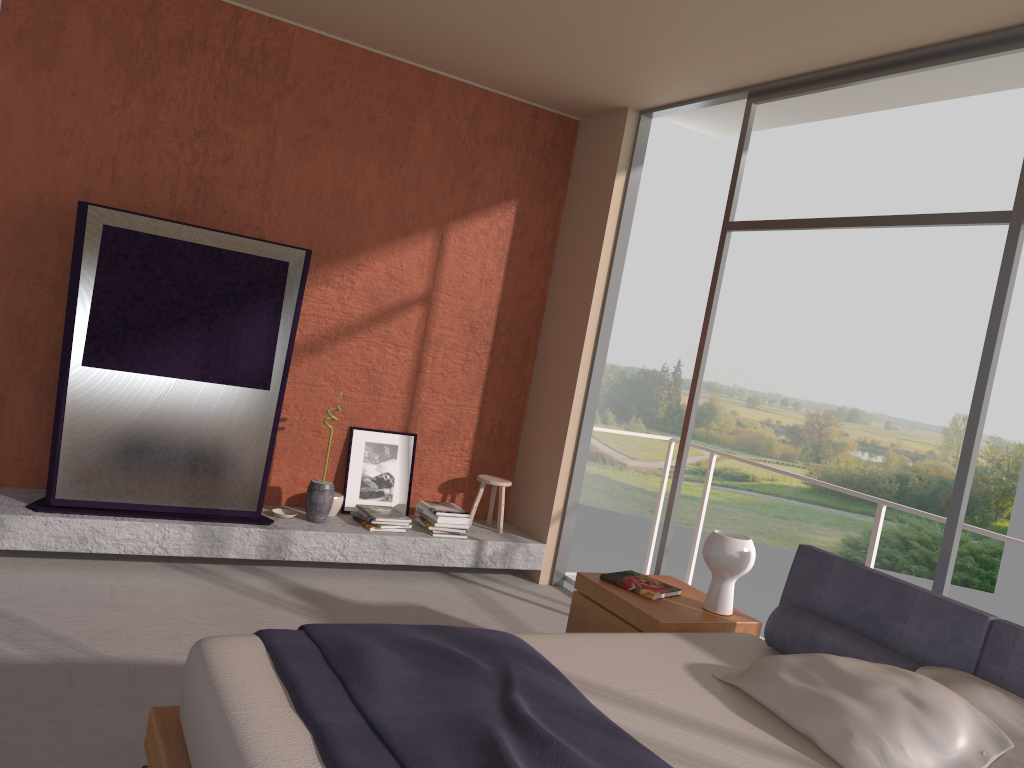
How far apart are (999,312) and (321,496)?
3.64m

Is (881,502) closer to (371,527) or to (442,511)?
(442,511)

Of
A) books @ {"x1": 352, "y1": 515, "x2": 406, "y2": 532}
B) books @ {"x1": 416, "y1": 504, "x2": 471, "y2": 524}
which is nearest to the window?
books @ {"x1": 416, "y1": 504, "x2": 471, "y2": 524}

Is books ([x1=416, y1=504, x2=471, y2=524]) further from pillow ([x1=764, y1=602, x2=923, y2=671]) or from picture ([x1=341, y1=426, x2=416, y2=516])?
pillow ([x1=764, y1=602, x2=923, y2=671])

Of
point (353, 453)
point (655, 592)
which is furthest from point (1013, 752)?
point (353, 453)

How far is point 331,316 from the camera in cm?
555

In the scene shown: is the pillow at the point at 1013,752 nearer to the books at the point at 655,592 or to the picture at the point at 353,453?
the books at the point at 655,592

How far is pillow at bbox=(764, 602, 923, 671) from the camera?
3.0 meters

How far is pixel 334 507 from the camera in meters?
5.5 m

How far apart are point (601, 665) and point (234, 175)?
3.66m
